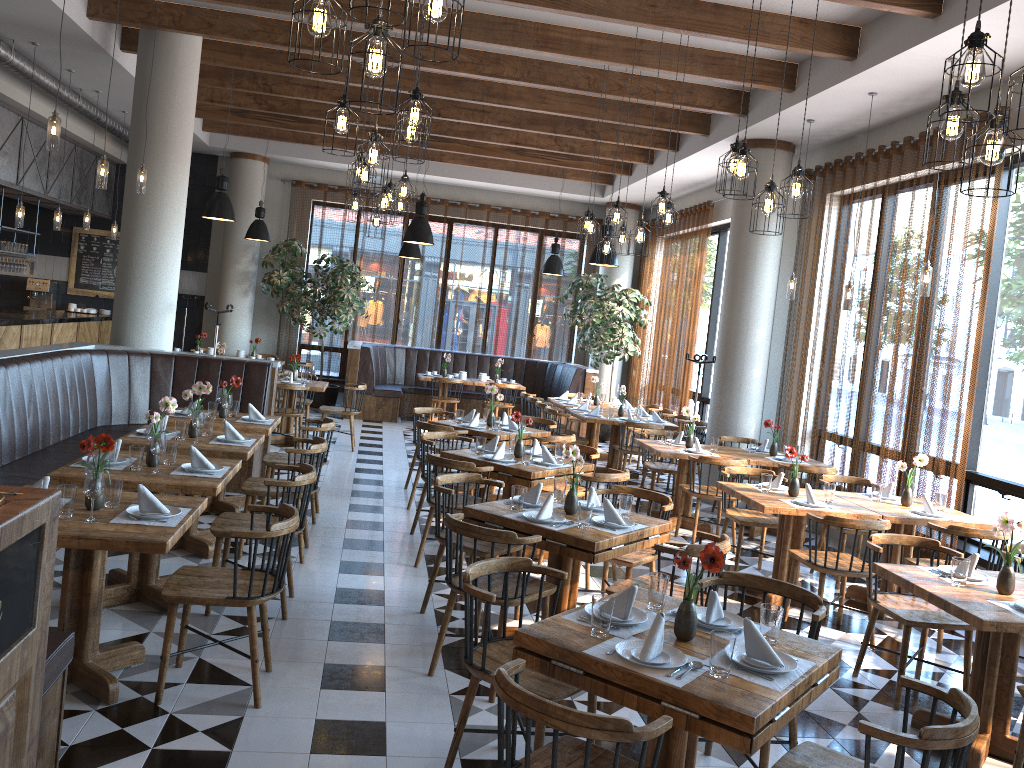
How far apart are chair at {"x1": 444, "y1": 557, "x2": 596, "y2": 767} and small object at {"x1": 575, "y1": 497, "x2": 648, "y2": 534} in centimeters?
102cm

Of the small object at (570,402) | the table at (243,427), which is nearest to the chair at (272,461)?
the table at (243,427)

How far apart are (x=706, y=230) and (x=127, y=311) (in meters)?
7.72

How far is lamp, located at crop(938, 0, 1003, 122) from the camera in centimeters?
301cm

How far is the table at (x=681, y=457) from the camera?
8.11m

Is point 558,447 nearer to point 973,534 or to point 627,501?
point 627,501

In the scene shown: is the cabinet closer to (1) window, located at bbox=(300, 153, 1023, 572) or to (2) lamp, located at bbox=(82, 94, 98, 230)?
(2) lamp, located at bbox=(82, 94, 98, 230)

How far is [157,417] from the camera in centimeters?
495cm

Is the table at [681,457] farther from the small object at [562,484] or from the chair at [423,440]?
the small object at [562,484]

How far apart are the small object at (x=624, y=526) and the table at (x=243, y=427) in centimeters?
310cm
